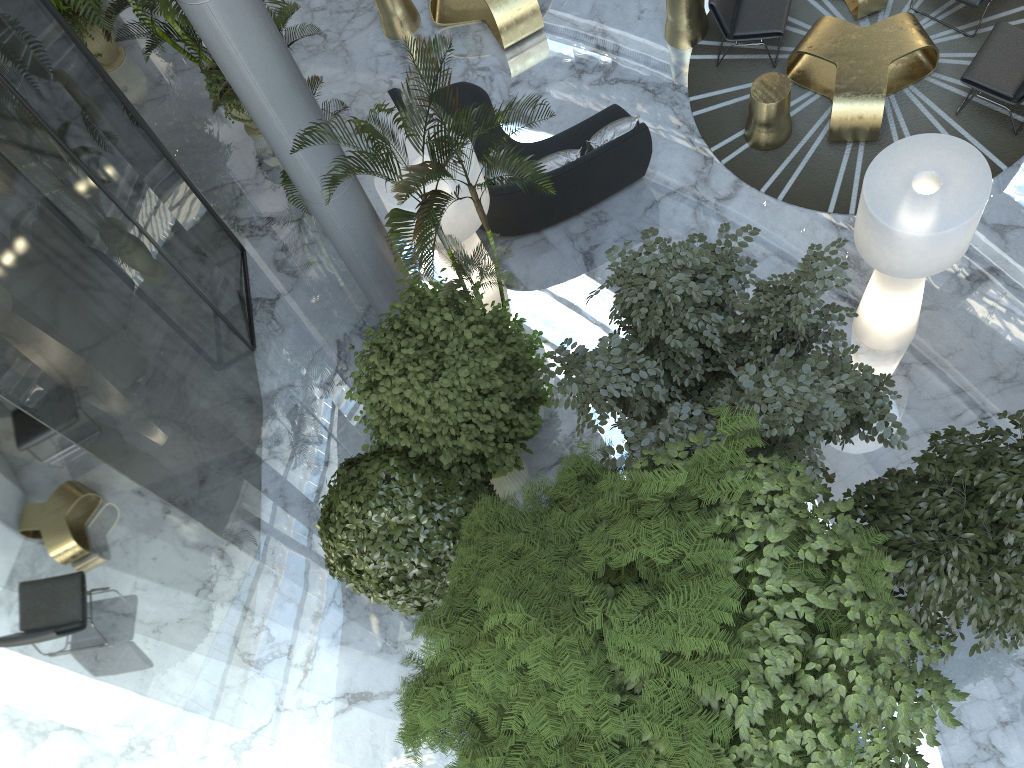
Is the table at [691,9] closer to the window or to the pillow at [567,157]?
the pillow at [567,157]

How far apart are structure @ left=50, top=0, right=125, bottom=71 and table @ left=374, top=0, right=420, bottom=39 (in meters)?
3.77

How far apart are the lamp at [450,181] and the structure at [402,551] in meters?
2.0 m

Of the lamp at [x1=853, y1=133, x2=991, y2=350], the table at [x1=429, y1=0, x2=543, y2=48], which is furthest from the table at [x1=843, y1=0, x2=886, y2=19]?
the table at [x1=429, y1=0, x2=543, y2=48]

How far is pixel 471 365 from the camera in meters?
6.2 m

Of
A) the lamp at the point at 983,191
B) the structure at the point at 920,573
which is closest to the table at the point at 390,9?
the lamp at the point at 983,191

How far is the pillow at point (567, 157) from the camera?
8.7m

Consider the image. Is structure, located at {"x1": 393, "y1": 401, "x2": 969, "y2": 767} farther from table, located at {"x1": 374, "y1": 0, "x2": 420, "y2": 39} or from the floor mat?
table, located at {"x1": 374, "y1": 0, "x2": 420, "y2": 39}

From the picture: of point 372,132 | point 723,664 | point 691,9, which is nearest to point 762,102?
point 691,9

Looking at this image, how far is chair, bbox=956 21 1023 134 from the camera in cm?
829
